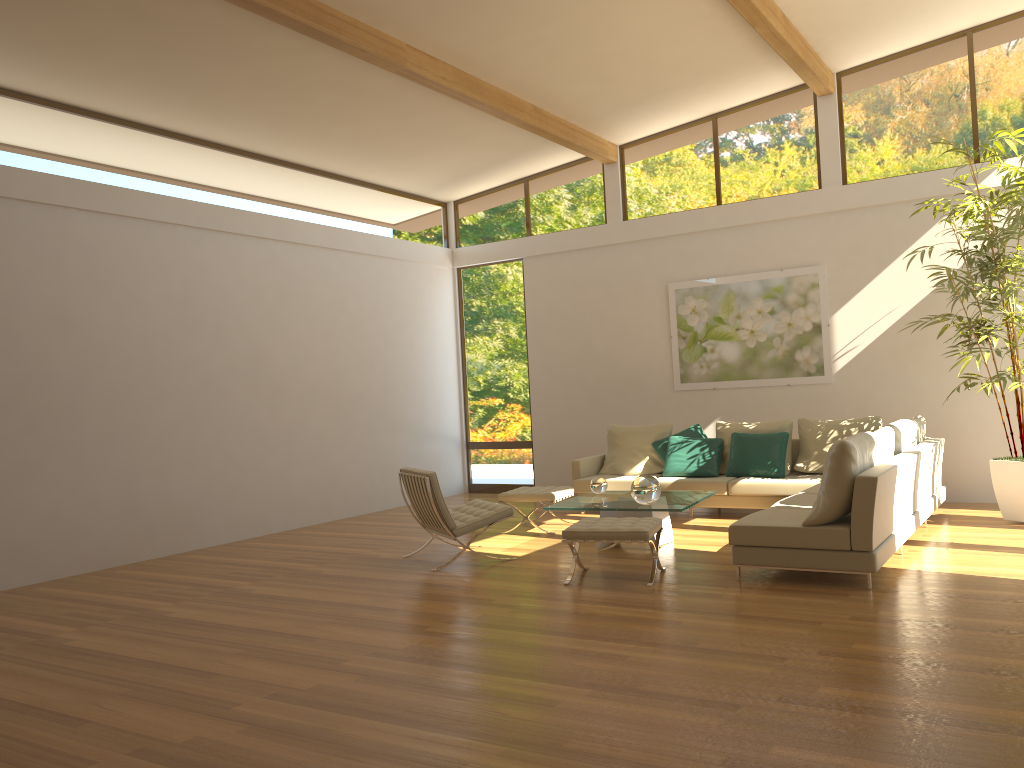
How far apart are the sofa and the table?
0.62m

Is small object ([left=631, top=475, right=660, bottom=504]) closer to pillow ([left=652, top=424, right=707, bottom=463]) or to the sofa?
the sofa

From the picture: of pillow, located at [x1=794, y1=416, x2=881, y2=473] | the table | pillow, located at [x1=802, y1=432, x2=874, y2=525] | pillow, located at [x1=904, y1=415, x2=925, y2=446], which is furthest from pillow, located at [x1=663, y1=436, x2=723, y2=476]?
pillow, located at [x1=802, y1=432, x2=874, y2=525]

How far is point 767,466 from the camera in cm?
877

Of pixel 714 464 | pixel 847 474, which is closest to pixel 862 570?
pixel 847 474

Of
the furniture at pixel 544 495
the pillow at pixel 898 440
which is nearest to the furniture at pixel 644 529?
the furniture at pixel 544 495

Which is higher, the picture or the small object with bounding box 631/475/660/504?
A: the picture

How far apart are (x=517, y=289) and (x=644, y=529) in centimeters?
635cm

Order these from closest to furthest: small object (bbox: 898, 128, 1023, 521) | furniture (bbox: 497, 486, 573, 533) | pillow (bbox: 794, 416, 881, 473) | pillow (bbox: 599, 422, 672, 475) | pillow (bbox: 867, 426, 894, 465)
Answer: → pillow (bbox: 867, 426, 894, 465) < small object (bbox: 898, 128, 1023, 521) < furniture (bbox: 497, 486, 573, 533) < pillow (bbox: 794, 416, 881, 473) < pillow (bbox: 599, 422, 672, 475)

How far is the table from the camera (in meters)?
6.88
